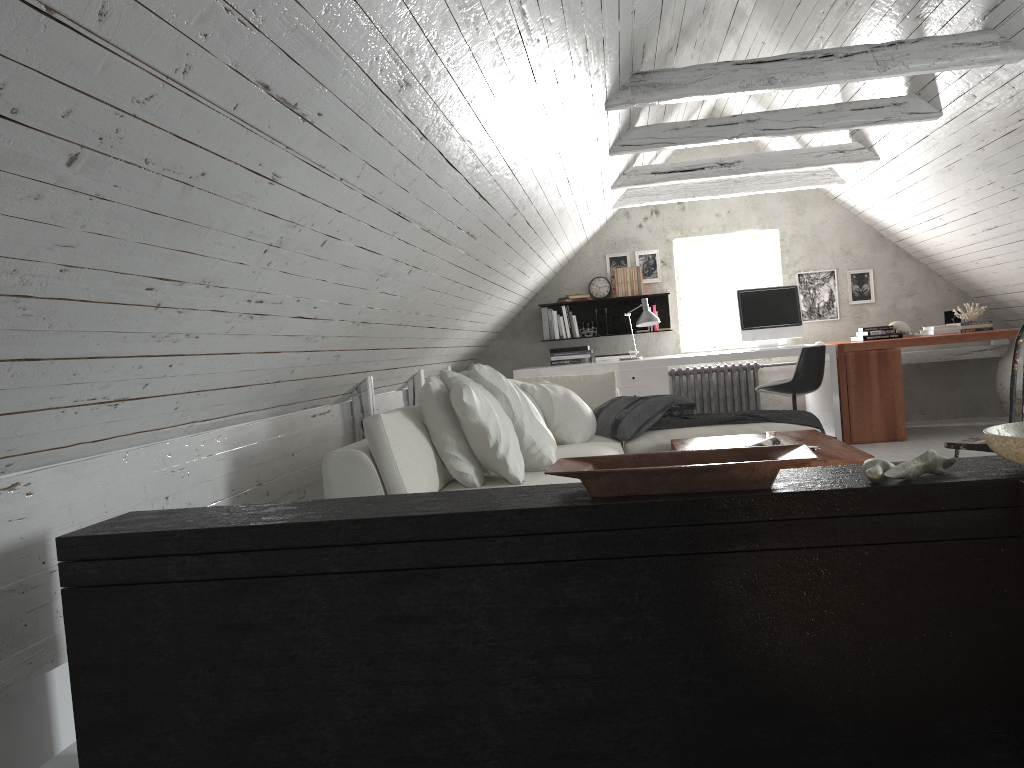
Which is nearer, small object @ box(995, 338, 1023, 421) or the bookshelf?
small object @ box(995, 338, 1023, 421)

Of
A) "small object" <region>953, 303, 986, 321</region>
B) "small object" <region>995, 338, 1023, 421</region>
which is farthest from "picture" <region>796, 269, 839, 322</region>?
"small object" <region>995, 338, 1023, 421</region>

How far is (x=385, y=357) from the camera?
4.7 meters

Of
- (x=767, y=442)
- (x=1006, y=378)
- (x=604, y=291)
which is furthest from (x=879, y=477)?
(x=604, y=291)

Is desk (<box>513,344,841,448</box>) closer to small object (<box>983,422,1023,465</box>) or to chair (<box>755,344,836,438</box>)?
chair (<box>755,344,836,438</box>)

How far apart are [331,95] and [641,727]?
1.49m

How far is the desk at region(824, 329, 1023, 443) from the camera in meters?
6.5

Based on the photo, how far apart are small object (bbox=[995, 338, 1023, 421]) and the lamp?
2.5m

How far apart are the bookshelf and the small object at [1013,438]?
6.1 meters

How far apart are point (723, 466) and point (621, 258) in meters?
6.3 m
